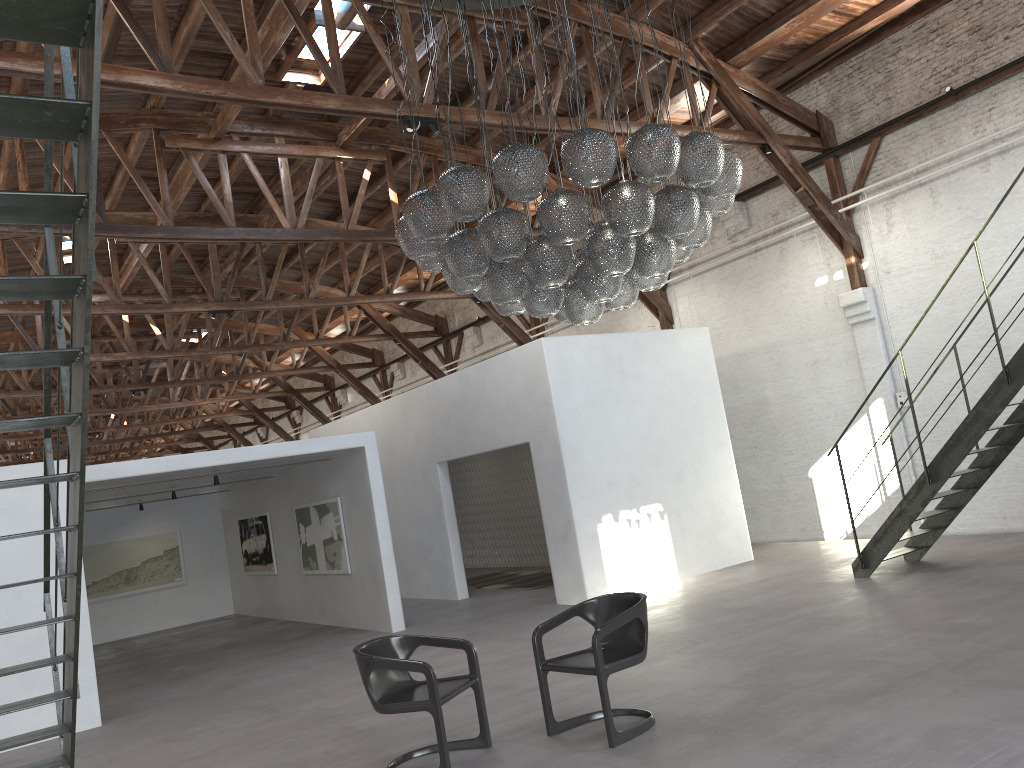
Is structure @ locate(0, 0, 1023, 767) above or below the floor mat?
above

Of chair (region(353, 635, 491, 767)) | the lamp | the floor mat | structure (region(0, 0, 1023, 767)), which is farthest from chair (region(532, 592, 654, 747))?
the floor mat

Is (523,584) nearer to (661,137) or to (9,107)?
(661,137)

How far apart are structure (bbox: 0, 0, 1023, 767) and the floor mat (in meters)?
5.12

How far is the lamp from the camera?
5.6 meters

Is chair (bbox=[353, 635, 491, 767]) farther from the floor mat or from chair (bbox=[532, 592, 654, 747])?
the floor mat

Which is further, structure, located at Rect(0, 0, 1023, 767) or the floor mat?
the floor mat

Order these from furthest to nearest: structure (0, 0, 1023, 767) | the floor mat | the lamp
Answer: the floor mat, the lamp, structure (0, 0, 1023, 767)

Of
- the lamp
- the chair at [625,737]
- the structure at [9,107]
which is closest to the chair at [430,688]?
the chair at [625,737]

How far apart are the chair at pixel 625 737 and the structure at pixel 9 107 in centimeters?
258cm
